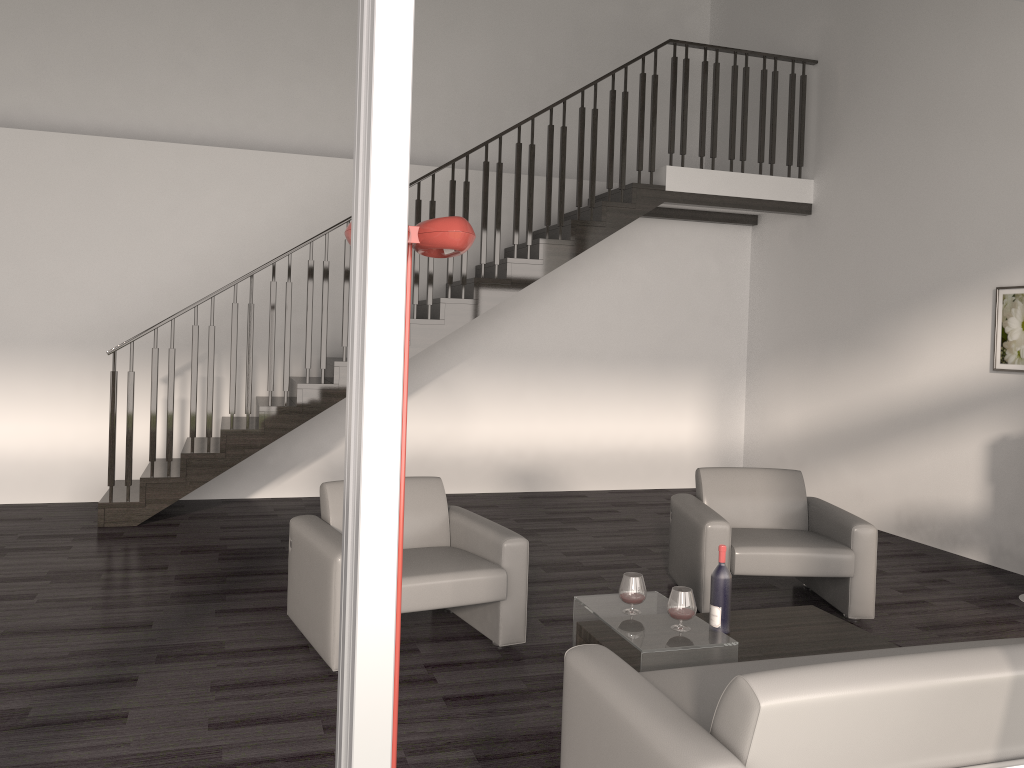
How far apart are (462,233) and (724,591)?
2.2 meters

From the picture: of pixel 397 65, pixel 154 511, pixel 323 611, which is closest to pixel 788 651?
pixel 323 611

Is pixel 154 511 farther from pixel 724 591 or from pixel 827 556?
pixel 827 556

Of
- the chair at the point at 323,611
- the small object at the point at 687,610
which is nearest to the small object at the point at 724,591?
the small object at the point at 687,610

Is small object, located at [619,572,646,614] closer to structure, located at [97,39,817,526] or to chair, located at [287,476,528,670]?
Answer: chair, located at [287,476,528,670]

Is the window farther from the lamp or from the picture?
the picture

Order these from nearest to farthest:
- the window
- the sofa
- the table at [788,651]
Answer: the window
the sofa
the table at [788,651]

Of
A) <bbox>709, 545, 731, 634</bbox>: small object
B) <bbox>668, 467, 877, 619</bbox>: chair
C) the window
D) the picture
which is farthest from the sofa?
the picture

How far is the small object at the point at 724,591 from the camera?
3.7 meters

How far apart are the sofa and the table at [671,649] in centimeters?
39cm
